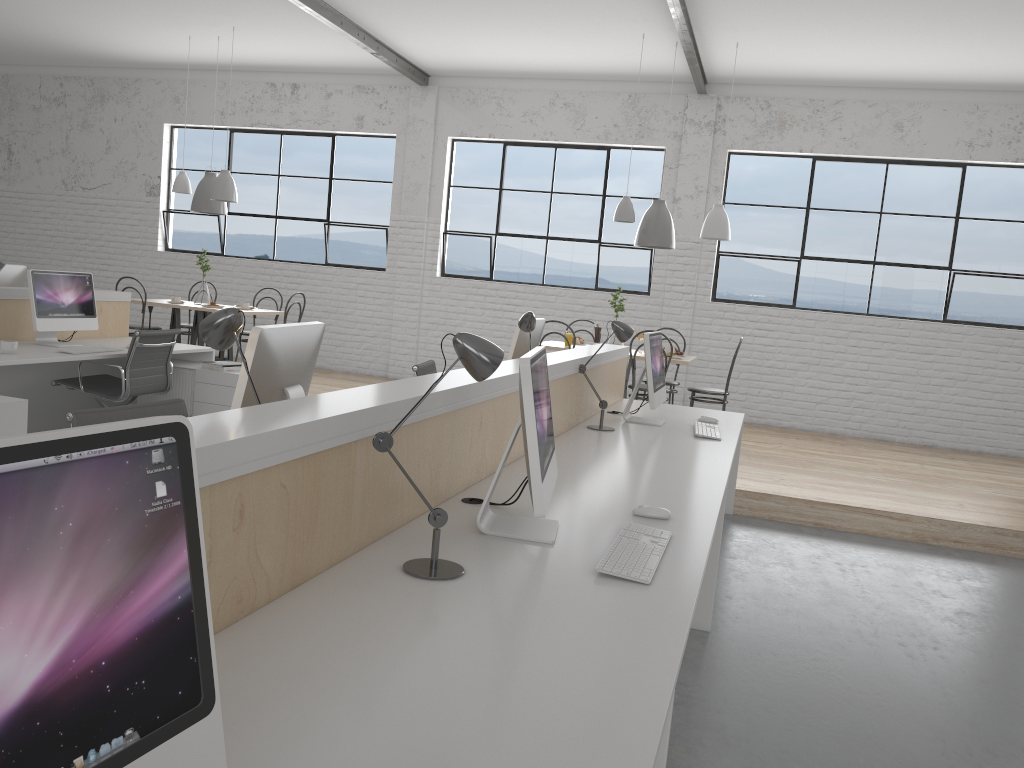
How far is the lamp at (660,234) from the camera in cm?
558

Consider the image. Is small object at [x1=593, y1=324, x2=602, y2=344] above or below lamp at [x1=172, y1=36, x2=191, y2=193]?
below

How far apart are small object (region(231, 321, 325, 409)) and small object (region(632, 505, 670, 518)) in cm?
79

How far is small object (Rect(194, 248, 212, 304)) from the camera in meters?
6.5 m

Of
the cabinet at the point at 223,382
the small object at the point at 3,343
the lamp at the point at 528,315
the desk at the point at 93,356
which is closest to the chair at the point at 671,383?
the lamp at the point at 528,315

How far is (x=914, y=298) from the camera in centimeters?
652cm

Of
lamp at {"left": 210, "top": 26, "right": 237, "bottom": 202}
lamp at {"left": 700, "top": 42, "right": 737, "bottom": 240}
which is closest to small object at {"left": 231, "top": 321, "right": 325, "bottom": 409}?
lamp at {"left": 700, "top": 42, "right": 737, "bottom": 240}

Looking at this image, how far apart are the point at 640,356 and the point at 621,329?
2.13m

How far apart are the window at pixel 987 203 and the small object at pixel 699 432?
3.5m

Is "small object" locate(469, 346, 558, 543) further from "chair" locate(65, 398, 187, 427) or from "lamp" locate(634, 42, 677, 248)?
"lamp" locate(634, 42, 677, 248)
